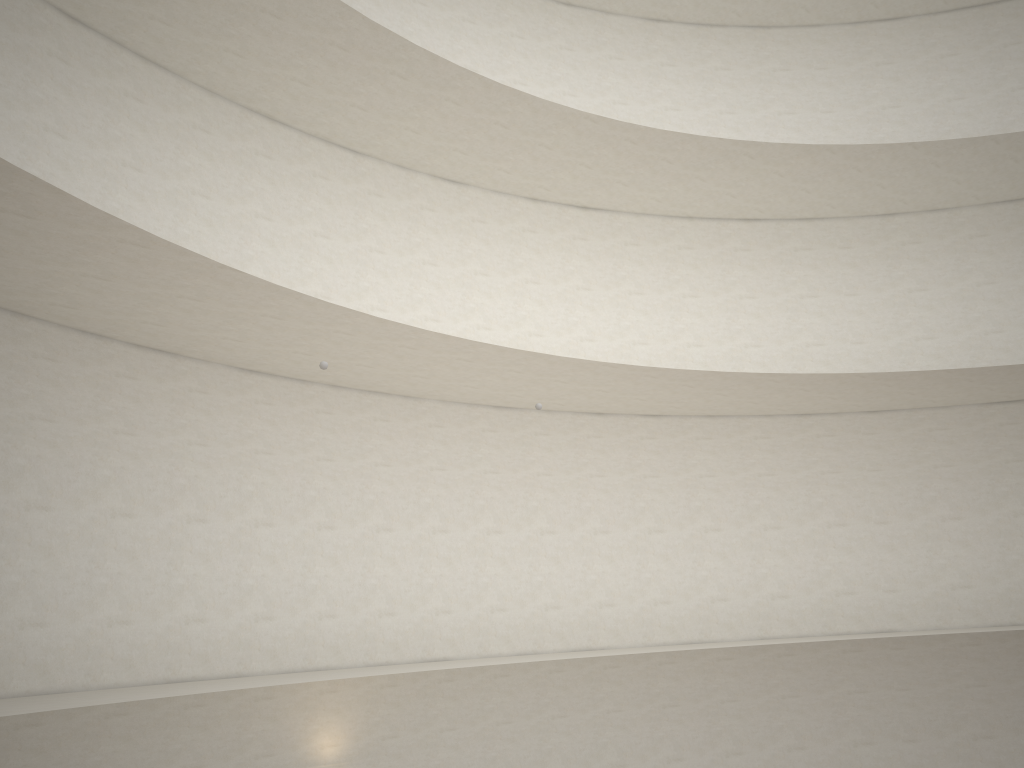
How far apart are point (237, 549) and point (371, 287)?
4.81m
